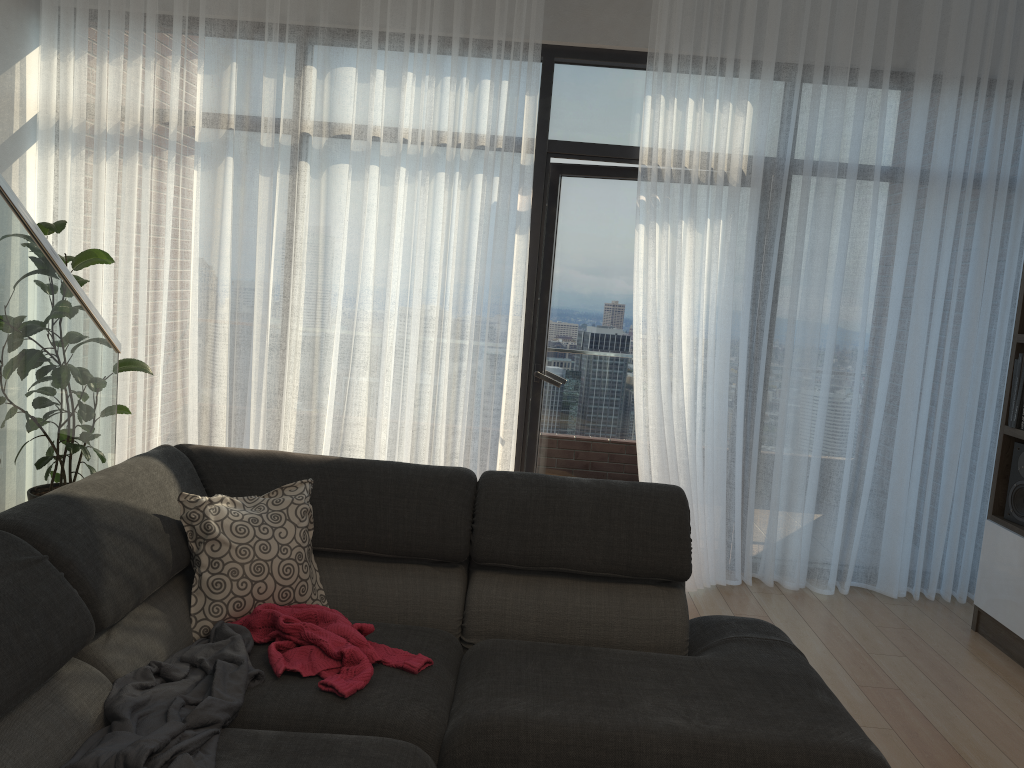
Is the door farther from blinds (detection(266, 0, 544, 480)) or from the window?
blinds (detection(266, 0, 544, 480))

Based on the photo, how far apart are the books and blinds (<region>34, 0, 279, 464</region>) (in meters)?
3.31

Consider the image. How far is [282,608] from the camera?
2.30m

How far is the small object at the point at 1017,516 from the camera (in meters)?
3.70

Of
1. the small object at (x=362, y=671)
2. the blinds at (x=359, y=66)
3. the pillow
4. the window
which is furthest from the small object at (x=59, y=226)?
the small object at (x=362, y=671)

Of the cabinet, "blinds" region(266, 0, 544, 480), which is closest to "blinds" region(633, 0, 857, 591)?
"blinds" region(266, 0, 544, 480)

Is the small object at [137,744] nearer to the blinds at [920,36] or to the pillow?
the pillow

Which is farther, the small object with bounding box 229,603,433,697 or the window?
the window

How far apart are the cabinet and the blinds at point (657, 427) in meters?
0.8

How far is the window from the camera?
4.2 meters
